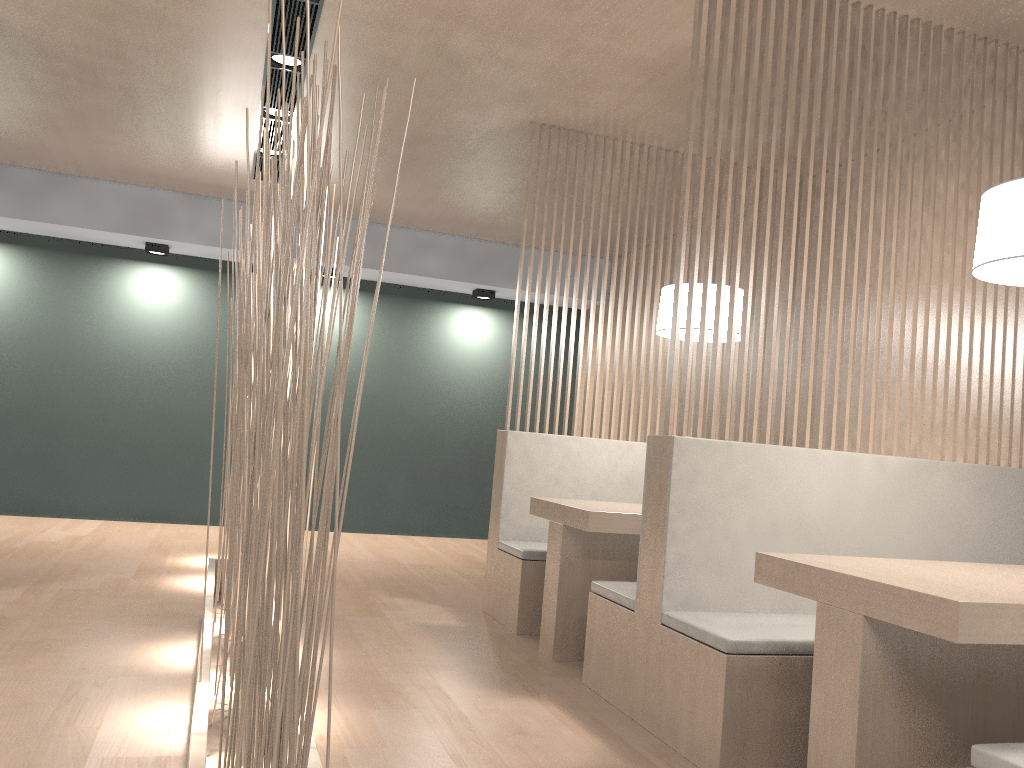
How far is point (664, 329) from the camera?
2.4m

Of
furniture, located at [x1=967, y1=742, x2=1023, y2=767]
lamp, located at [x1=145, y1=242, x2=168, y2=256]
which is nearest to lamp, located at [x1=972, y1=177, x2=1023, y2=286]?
furniture, located at [x1=967, y1=742, x2=1023, y2=767]

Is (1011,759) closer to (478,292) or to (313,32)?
(313,32)

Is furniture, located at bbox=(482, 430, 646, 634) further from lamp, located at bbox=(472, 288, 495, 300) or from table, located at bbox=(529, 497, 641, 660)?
lamp, located at bbox=(472, 288, 495, 300)

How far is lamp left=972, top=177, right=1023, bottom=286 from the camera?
1.4 meters

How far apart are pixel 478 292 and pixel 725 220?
3.0 meters

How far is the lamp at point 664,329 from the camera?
2.4 meters

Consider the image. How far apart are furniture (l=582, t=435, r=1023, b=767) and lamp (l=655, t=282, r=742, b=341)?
0.6 meters

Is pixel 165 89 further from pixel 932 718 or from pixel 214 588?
pixel 932 718

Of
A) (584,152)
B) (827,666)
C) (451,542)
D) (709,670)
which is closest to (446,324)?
(451,542)
